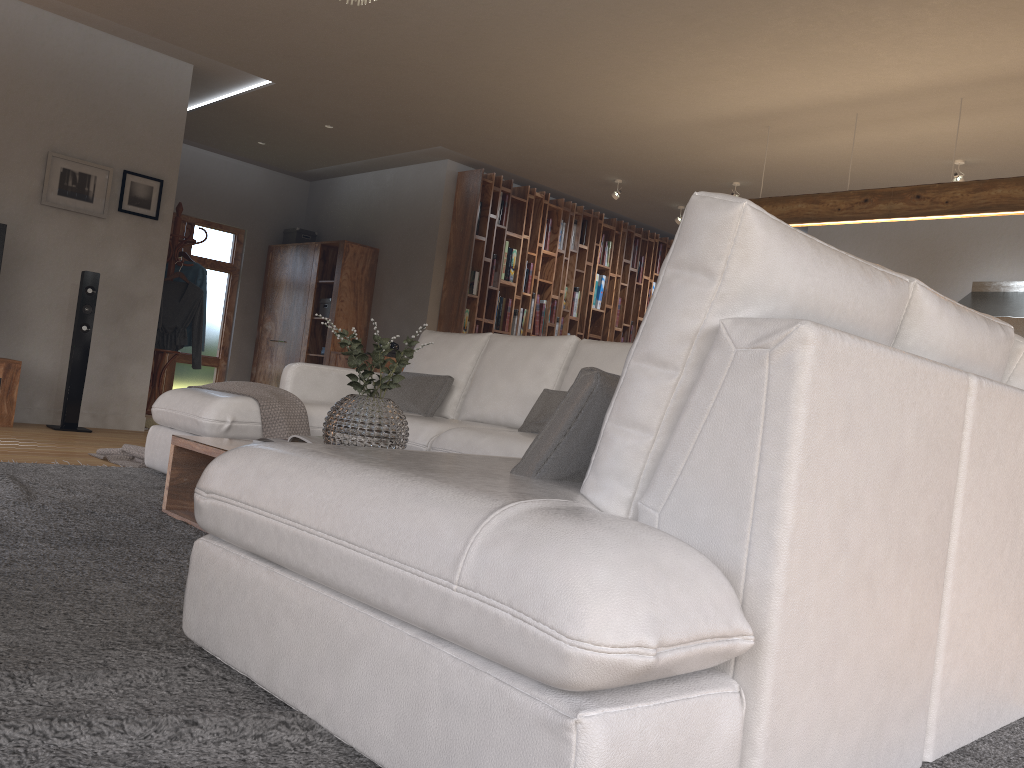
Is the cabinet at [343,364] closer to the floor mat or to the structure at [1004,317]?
the floor mat

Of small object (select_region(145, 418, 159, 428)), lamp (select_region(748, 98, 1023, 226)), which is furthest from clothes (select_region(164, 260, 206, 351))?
lamp (select_region(748, 98, 1023, 226))

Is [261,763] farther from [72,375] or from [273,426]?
[72,375]

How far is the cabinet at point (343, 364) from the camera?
8.6m

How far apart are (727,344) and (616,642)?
0.51m

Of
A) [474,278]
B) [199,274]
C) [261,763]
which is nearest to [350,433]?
[261,763]

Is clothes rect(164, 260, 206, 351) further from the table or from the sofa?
the table

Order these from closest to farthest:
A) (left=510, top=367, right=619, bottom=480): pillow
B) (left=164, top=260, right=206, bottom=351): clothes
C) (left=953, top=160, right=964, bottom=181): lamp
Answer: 1. (left=510, top=367, right=619, bottom=480): pillow
2. (left=953, top=160, right=964, bottom=181): lamp
3. (left=164, top=260, right=206, bottom=351): clothes

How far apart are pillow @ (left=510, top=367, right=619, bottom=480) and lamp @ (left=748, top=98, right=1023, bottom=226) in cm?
440

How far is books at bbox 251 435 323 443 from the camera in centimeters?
316cm
